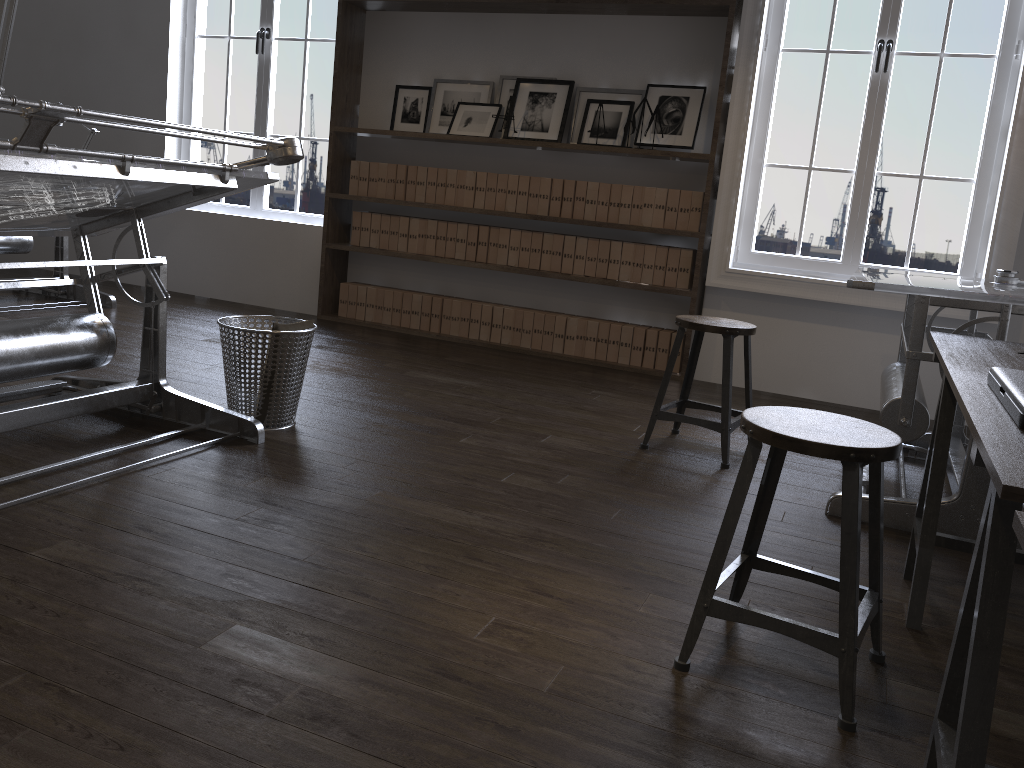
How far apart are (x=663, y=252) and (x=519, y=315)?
0.96m

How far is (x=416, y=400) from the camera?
3.9m

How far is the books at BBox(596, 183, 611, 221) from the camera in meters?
5.1

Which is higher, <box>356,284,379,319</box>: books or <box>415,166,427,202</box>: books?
<box>415,166,427,202</box>: books

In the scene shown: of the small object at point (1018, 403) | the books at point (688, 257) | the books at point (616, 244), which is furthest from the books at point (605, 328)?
the small object at point (1018, 403)

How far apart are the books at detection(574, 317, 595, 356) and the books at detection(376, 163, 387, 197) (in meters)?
1.54

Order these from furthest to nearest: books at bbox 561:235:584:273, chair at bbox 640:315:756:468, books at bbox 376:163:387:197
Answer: books at bbox 376:163:387:197
books at bbox 561:235:584:273
chair at bbox 640:315:756:468

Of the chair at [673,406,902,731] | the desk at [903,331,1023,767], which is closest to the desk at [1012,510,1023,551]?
the desk at [903,331,1023,767]

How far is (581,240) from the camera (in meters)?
5.16

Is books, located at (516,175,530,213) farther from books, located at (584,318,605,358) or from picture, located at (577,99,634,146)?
books, located at (584,318,605,358)
